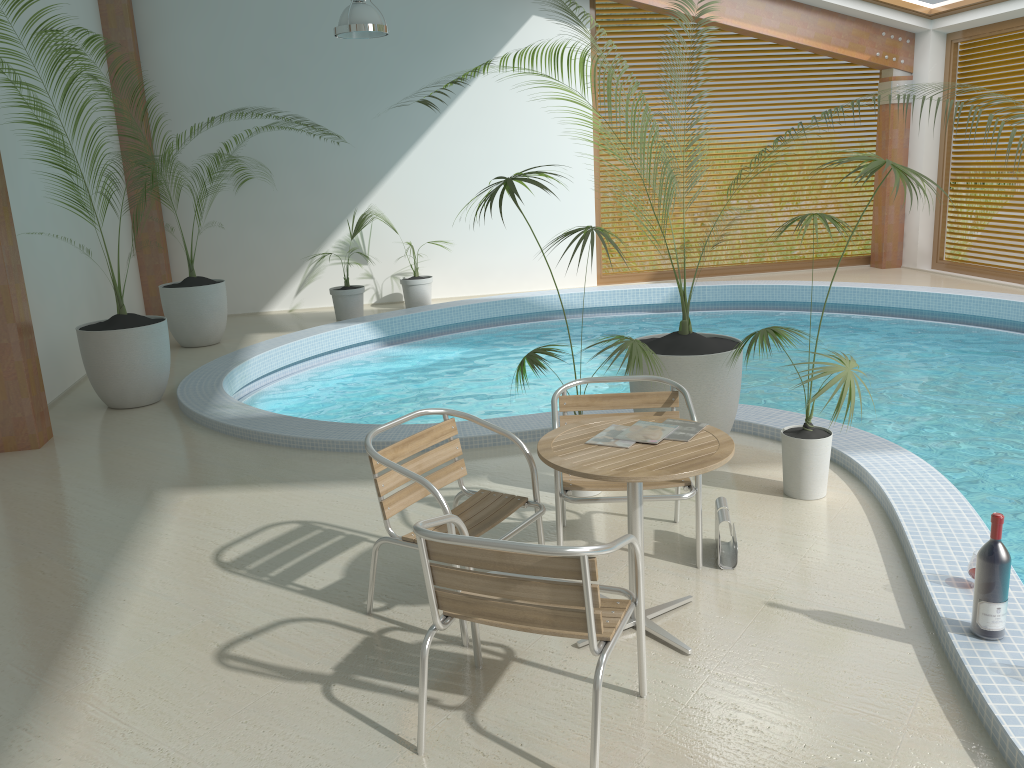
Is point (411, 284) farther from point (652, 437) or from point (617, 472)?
point (617, 472)

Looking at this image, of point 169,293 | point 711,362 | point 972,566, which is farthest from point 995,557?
point 169,293

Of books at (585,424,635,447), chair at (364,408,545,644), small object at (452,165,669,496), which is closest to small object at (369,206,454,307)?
small object at (452,165,669,496)

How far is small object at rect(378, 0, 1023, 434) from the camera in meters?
4.8

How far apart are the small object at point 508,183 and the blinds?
8.8 meters

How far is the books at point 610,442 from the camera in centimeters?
319cm

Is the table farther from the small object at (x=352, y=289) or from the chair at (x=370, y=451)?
the small object at (x=352, y=289)

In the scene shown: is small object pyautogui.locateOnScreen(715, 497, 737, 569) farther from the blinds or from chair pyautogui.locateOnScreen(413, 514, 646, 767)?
the blinds

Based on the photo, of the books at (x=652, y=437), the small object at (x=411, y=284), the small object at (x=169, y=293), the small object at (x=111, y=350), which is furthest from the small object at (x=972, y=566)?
the small object at (x=411, y=284)

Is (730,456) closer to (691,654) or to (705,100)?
(691,654)
